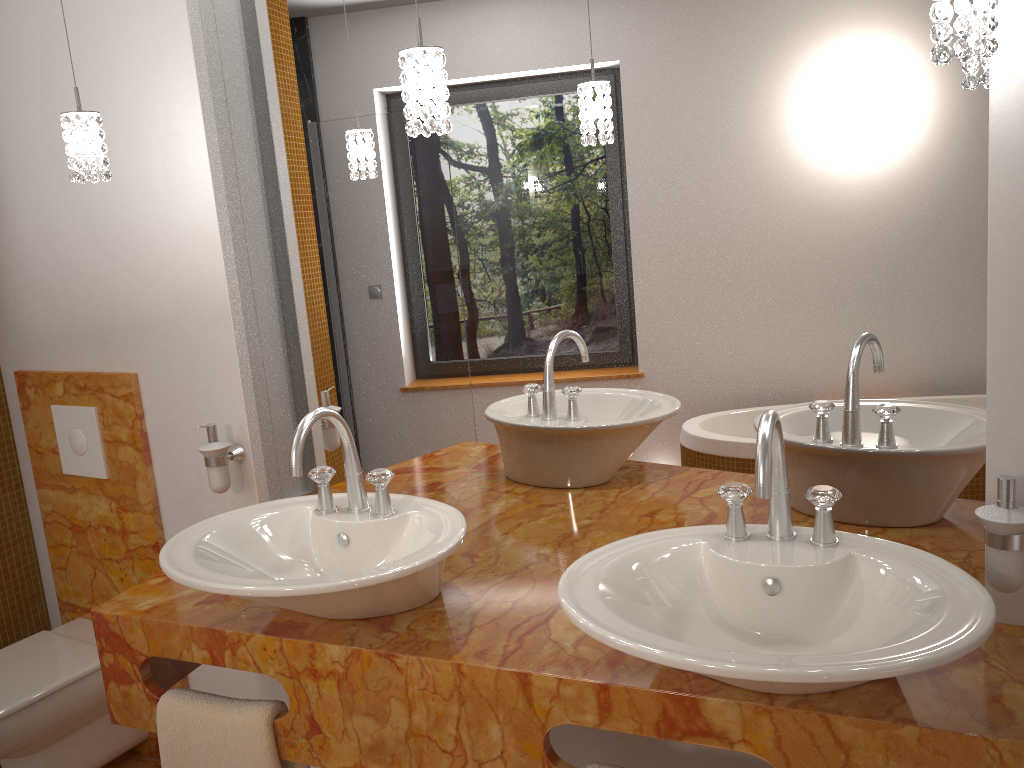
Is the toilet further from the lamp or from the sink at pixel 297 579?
the lamp

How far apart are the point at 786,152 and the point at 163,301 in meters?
1.5

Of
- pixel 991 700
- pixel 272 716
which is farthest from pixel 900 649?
pixel 272 716

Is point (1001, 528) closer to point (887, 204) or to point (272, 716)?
point (887, 204)

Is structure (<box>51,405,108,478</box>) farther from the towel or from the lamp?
the towel

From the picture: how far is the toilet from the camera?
2.2 meters

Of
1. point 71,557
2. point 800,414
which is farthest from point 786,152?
point 71,557

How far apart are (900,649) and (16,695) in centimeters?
209cm

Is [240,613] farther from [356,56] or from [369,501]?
[356,56]

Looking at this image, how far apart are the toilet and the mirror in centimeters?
68cm
